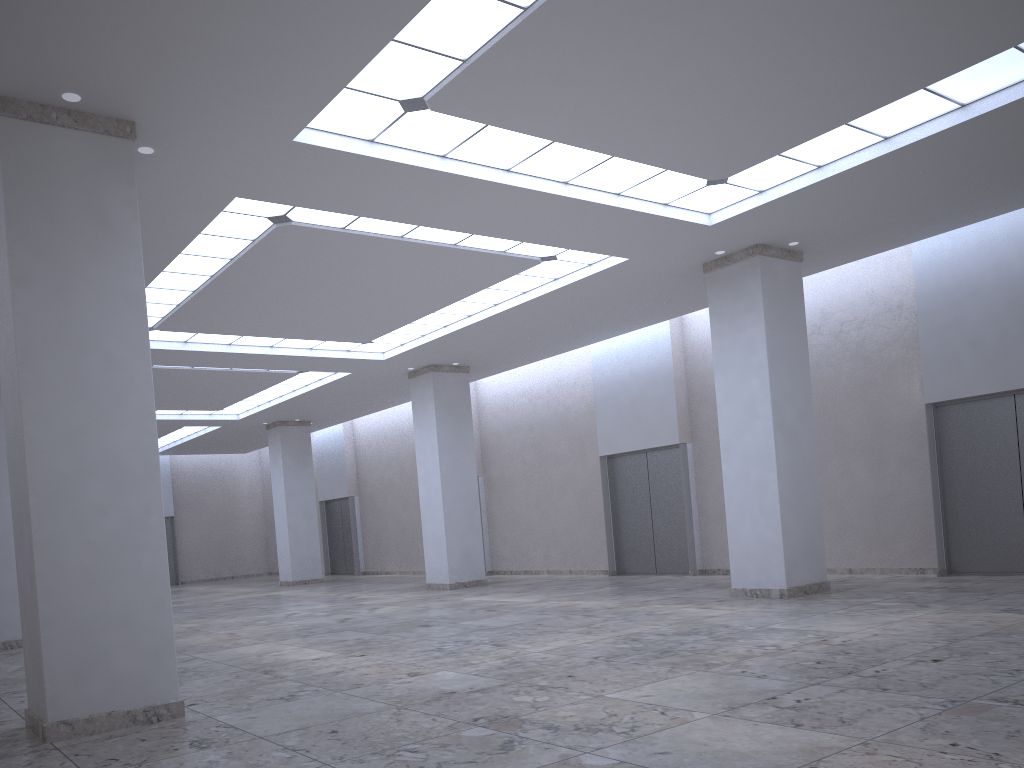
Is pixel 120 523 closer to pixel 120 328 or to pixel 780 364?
pixel 120 328

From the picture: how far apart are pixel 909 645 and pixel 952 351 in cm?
Result: 2420
